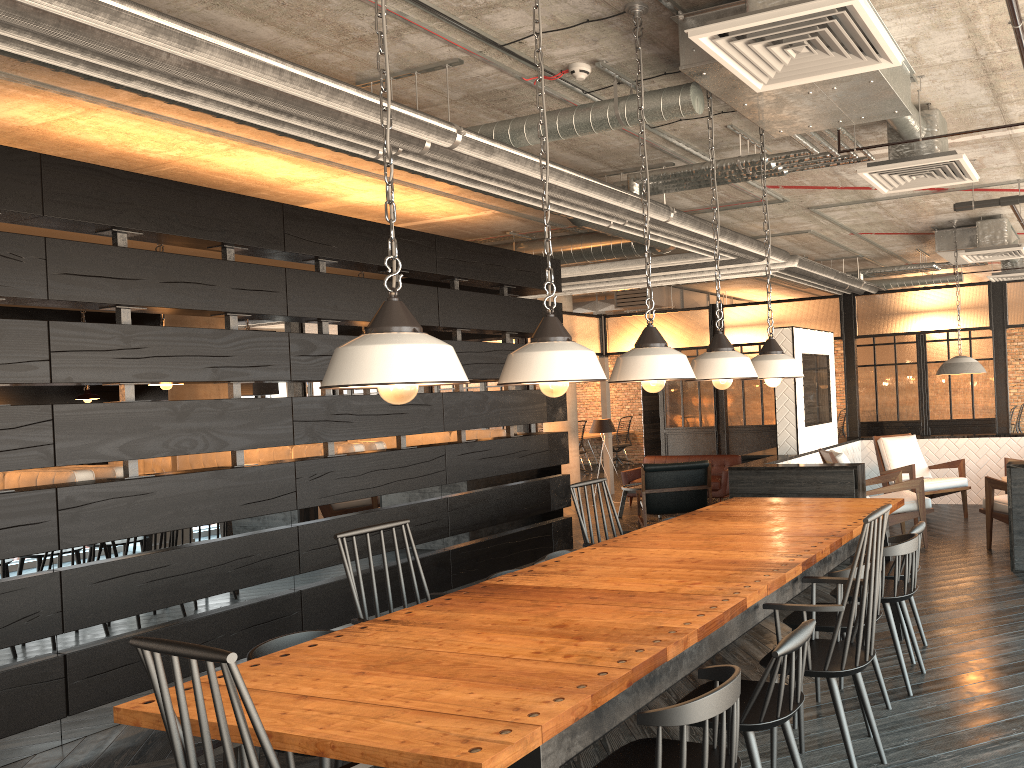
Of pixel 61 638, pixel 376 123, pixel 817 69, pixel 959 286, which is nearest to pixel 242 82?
pixel 376 123

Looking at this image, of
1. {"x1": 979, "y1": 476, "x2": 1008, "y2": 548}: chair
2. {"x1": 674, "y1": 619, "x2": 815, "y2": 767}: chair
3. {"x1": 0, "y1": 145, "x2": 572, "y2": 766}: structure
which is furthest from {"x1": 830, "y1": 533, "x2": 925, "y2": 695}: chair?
{"x1": 0, "y1": 145, "x2": 572, "y2": 766}: structure

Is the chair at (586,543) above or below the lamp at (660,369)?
below

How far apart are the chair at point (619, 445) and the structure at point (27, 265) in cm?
873

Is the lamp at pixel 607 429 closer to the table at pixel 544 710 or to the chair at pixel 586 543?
the table at pixel 544 710

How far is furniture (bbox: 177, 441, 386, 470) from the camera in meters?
6.4

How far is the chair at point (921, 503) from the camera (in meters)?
6.90

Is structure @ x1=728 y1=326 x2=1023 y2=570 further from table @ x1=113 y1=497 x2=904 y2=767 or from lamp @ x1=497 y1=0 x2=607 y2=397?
lamp @ x1=497 y1=0 x2=607 y2=397

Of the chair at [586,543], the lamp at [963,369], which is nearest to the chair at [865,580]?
the chair at [586,543]

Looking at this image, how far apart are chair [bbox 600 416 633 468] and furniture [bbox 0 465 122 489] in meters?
12.8 m
